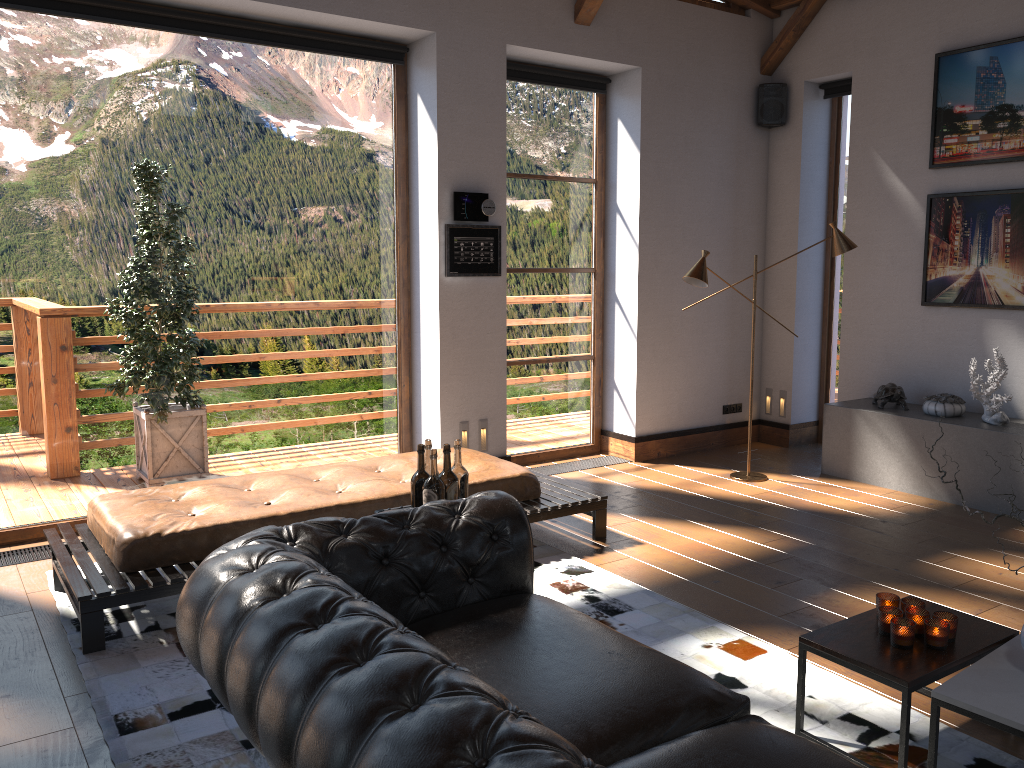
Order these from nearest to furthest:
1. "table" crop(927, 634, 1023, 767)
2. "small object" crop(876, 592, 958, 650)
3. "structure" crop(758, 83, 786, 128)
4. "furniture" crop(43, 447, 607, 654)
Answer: "table" crop(927, 634, 1023, 767) < "small object" crop(876, 592, 958, 650) < "furniture" crop(43, 447, 607, 654) < "structure" crop(758, 83, 786, 128)

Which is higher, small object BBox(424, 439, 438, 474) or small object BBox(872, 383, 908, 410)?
small object BBox(424, 439, 438, 474)

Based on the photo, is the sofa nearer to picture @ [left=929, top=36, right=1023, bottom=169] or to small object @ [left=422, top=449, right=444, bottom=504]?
small object @ [left=422, top=449, right=444, bottom=504]

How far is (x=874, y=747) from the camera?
2.92m

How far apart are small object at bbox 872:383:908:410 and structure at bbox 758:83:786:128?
2.4m

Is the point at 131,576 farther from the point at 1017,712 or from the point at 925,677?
the point at 1017,712

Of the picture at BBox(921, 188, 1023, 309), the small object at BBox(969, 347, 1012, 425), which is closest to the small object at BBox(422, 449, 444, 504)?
the small object at BBox(969, 347, 1012, 425)

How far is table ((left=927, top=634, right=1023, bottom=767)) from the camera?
2.45m

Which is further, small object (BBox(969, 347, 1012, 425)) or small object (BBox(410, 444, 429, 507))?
small object (BBox(969, 347, 1012, 425))

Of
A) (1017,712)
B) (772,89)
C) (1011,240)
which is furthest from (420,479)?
(772,89)
